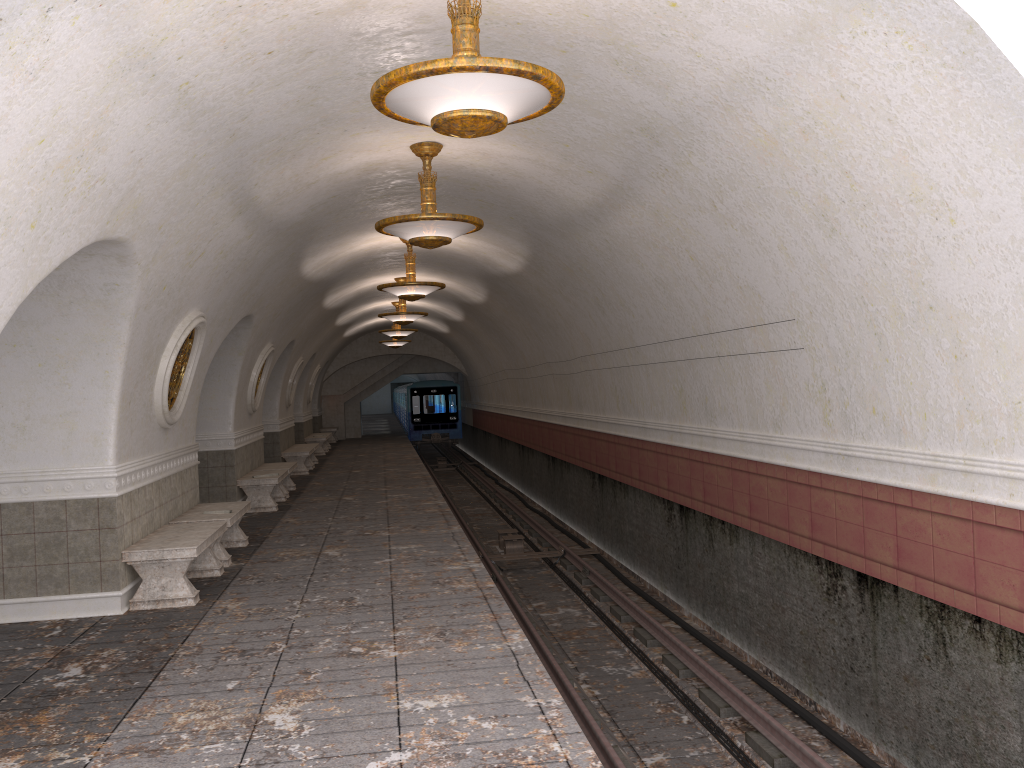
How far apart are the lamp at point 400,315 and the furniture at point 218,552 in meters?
7.5 m

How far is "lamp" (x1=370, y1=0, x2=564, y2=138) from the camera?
4.17m

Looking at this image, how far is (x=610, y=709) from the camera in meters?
7.8

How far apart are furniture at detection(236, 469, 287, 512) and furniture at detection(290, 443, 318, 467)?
7.6m

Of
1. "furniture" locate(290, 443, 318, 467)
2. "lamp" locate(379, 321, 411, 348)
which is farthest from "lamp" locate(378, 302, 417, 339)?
"lamp" locate(379, 321, 411, 348)

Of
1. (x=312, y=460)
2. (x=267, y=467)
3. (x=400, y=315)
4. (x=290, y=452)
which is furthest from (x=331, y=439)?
(x=267, y=467)

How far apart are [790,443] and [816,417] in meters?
0.5

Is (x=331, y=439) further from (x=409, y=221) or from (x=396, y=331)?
(x=409, y=221)

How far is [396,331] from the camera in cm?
2218

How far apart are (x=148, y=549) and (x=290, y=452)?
12.0m
